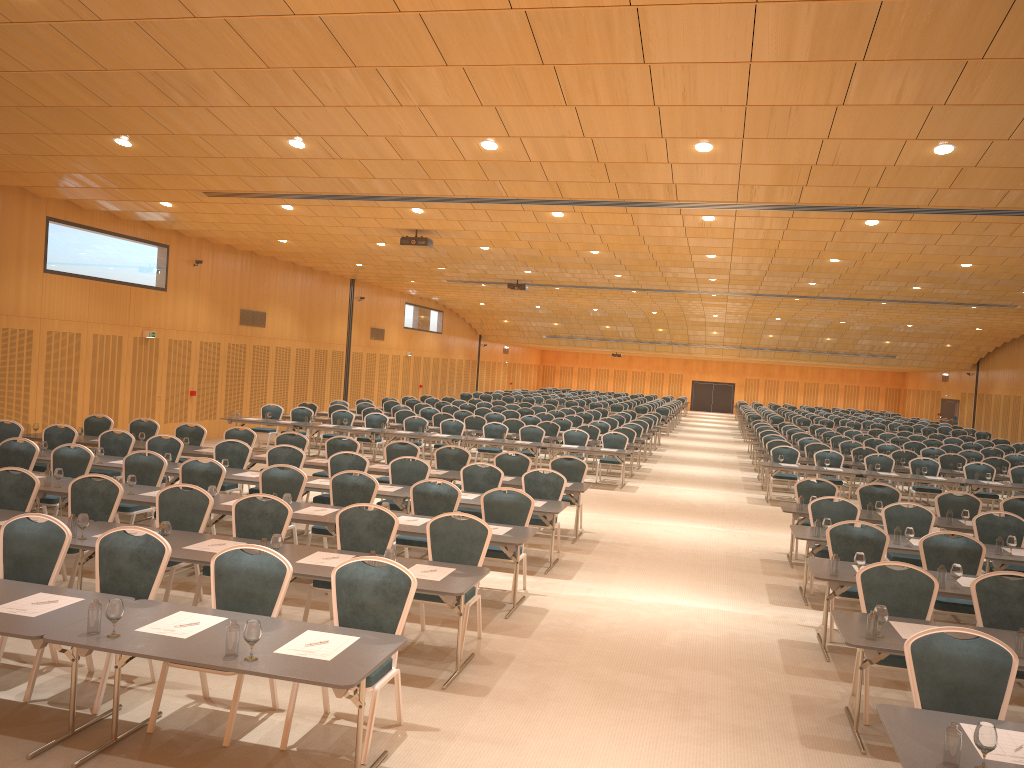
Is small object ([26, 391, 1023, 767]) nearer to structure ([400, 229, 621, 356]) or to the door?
structure ([400, 229, 621, 356])

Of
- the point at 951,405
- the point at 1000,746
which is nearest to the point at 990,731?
the point at 1000,746

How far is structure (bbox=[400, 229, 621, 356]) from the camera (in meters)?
18.03

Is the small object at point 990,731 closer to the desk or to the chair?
the desk

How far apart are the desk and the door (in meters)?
27.88

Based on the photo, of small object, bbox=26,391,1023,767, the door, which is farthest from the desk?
the door

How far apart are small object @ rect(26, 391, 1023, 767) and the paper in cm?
26

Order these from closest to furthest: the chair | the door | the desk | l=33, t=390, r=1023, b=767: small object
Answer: l=33, t=390, r=1023, b=767: small object, the desk, the chair, the door

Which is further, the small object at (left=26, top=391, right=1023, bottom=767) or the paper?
the paper

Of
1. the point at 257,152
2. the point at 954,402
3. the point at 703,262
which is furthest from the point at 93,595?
the point at 954,402
